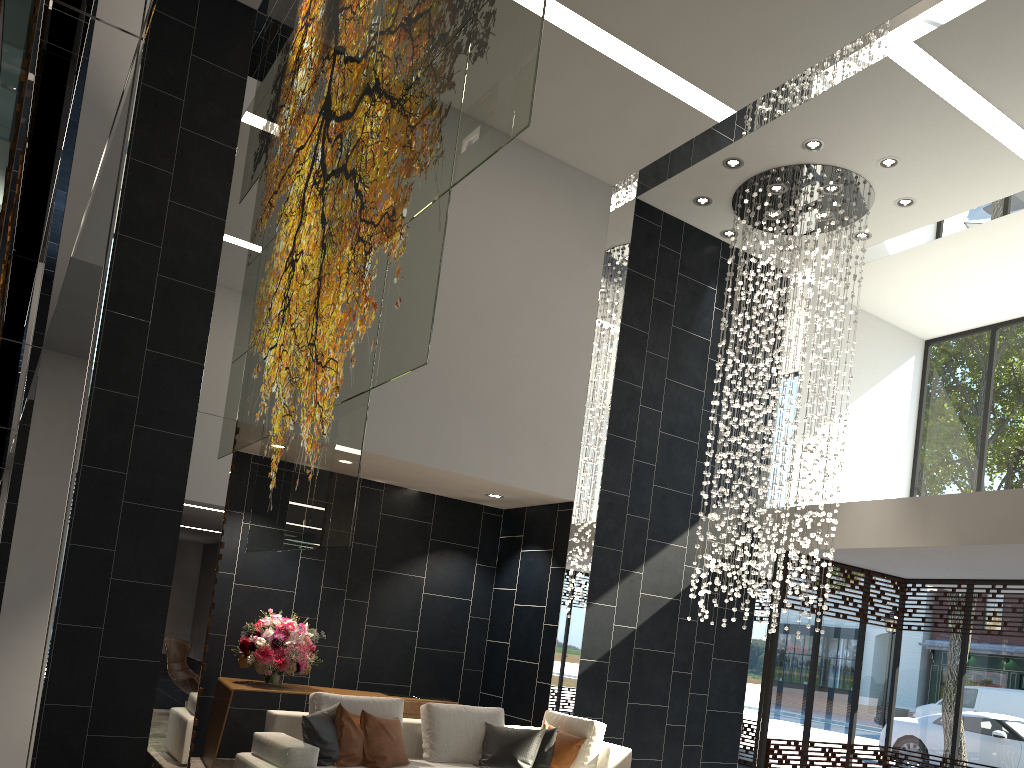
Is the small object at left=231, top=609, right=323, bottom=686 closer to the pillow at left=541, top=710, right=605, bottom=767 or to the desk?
the desk

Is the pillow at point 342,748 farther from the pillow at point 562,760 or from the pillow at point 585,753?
the pillow at point 585,753

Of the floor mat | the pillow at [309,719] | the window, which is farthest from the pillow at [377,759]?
the window

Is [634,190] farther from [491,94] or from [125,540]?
[491,94]

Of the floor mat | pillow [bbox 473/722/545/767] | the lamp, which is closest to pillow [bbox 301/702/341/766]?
pillow [bbox 473/722/545/767]

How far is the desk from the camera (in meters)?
6.73

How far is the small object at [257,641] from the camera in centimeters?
694cm

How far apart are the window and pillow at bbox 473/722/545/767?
4.04m

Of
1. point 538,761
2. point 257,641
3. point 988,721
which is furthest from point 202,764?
point 988,721

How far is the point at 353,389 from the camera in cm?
329
